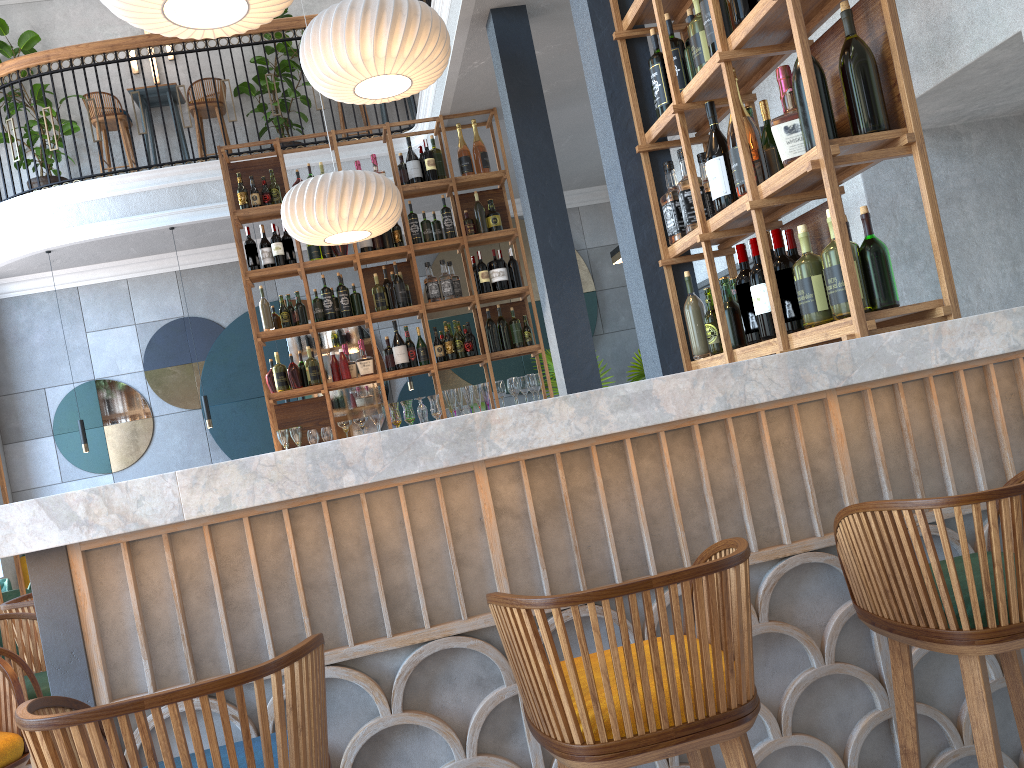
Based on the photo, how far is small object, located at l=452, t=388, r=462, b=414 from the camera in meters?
6.3 m

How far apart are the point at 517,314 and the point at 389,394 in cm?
273

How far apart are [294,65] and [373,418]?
4.2m

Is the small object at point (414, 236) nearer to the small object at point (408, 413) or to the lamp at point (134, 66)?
the small object at point (408, 413)

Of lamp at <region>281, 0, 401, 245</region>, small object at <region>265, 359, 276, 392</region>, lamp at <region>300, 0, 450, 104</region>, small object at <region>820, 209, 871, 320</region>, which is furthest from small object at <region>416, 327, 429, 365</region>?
small object at <region>820, 209, 871, 320</region>

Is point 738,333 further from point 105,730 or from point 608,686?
point 105,730

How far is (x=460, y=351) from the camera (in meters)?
6.29

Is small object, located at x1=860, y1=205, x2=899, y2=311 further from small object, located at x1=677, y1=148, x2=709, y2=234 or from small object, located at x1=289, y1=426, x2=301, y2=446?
small object, located at x1=289, y1=426, x2=301, y2=446

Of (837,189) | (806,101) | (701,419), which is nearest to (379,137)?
(806,101)

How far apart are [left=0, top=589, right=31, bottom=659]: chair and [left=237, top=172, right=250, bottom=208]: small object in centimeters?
285cm
